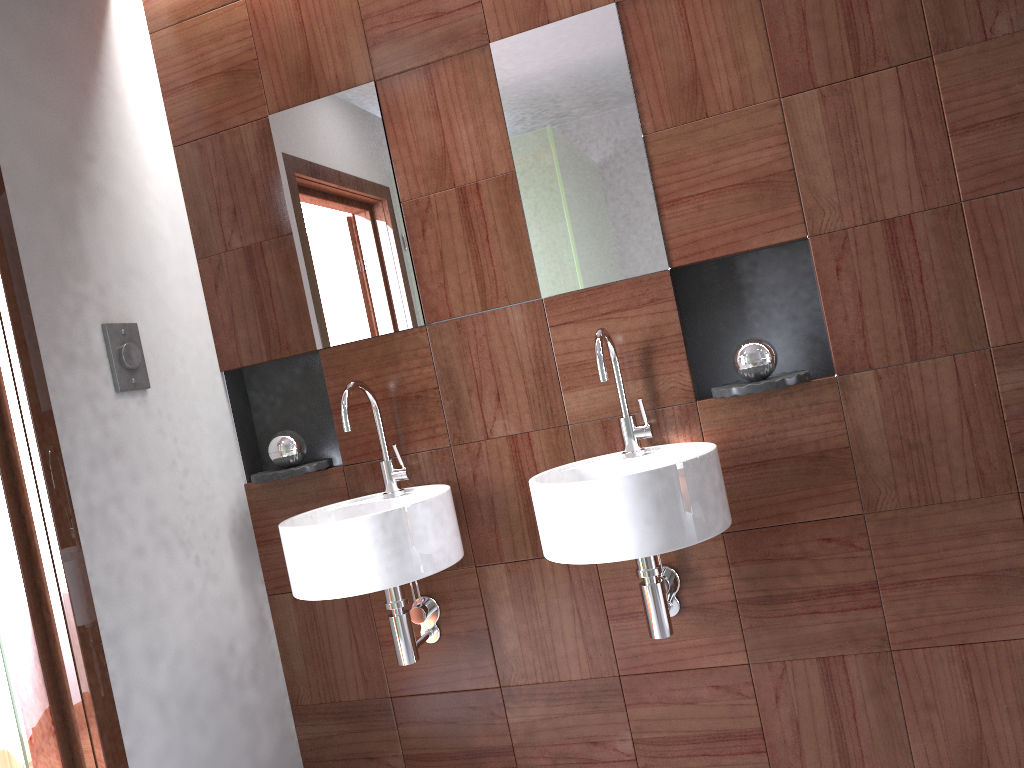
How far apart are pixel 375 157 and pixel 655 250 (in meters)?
0.76

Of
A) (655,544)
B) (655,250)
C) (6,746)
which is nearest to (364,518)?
(655,544)

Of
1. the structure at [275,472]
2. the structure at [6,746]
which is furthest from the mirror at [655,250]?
the structure at [6,746]

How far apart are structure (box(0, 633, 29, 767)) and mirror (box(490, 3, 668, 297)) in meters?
1.5 m

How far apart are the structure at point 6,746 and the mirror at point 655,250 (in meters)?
1.53

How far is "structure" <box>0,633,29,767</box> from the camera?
0.8m

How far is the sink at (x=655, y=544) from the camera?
1.74m

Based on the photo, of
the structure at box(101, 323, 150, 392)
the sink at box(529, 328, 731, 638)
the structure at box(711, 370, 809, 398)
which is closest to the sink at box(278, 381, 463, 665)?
the sink at box(529, 328, 731, 638)

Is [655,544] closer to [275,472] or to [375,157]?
[275,472]

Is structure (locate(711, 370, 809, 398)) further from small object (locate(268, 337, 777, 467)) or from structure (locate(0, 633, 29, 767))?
structure (locate(0, 633, 29, 767))
